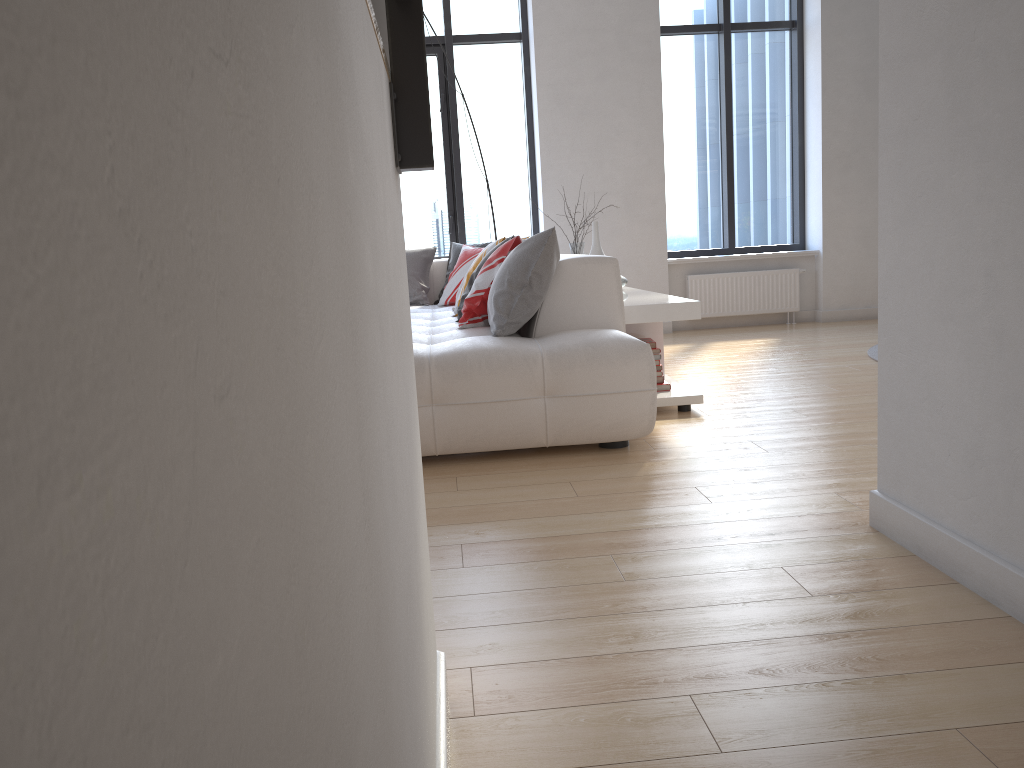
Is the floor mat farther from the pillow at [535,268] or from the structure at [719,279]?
the pillow at [535,268]

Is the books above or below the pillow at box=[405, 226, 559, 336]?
below

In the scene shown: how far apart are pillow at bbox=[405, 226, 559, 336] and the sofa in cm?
3

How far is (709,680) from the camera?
1.6 meters

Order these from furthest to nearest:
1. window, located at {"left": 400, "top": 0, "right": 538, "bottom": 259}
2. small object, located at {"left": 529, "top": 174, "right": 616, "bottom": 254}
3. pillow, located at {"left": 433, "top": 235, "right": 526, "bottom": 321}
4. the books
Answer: window, located at {"left": 400, "top": 0, "right": 538, "bottom": 259}
pillow, located at {"left": 433, "top": 235, "right": 526, "bottom": 321}
small object, located at {"left": 529, "top": 174, "right": 616, "bottom": 254}
the books

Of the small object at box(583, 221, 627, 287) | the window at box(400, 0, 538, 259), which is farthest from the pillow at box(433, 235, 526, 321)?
the window at box(400, 0, 538, 259)

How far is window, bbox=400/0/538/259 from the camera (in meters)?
7.26

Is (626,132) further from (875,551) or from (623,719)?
(623,719)

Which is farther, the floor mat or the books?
the floor mat

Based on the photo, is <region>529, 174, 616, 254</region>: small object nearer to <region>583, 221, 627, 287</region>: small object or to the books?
<region>583, 221, 627, 287</region>: small object
